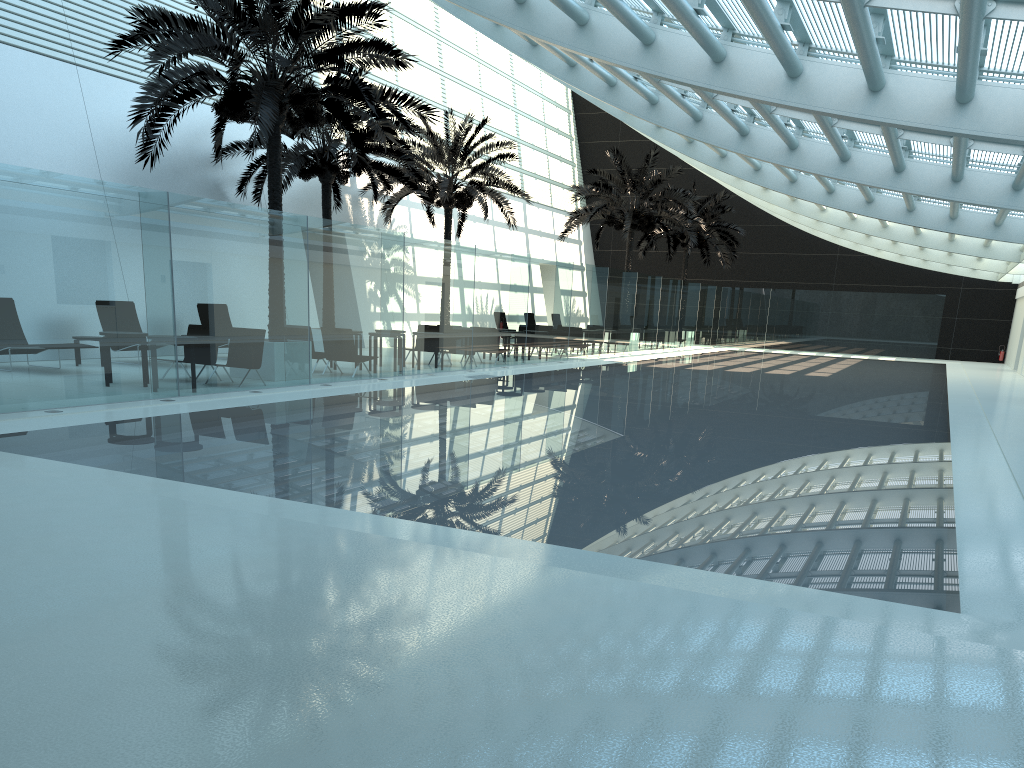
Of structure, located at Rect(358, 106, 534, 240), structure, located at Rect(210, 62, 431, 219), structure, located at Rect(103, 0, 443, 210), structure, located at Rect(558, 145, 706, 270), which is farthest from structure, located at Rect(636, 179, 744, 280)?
structure, located at Rect(103, 0, 443, 210)

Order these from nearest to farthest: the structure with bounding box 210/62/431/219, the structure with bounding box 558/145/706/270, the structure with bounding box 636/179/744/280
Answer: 1. the structure with bounding box 210/62/431/219
2. the structure with bounding box 558/145/706/270
3. the structure with bounding box 636/179/744/280

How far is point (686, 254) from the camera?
37.8 meters

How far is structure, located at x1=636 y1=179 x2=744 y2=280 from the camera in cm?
3782

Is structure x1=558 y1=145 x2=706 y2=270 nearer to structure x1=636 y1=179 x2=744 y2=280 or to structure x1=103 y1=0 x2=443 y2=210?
structure x1=636 y1=179 x2=744 y2=280

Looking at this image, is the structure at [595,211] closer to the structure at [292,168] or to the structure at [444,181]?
the structure at [444,181]

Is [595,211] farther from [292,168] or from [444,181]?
[292,168]

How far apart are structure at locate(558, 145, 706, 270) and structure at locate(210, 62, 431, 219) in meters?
9.4 m

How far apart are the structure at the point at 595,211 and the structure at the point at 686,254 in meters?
4.5

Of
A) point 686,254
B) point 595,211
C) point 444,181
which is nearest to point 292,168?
point 444,181
